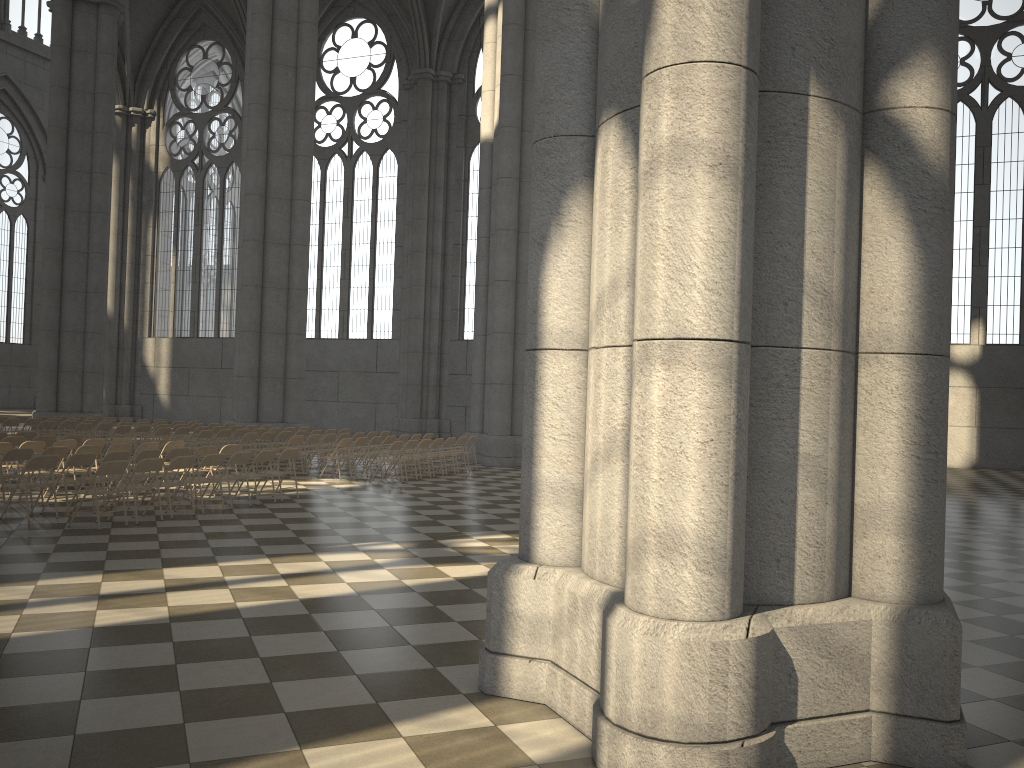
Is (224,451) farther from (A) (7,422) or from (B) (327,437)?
(A) (7,422)

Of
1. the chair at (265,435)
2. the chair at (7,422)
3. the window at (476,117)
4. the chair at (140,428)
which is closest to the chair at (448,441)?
the chair at (265,435)

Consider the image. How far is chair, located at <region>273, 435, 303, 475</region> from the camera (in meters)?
17.81

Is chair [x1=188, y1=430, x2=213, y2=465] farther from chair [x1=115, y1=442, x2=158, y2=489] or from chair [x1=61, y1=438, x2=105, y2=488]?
chair [x1=115, y1=442, x2=158, y2=489]

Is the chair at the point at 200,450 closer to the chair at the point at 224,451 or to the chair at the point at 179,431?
the chair at the point at 224,451

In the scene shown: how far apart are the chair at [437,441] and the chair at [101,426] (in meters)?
8.12

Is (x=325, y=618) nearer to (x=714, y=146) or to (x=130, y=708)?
(x=130, y=708)

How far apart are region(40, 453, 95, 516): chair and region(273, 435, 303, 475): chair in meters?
6.1

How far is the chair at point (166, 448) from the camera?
14.6 meters

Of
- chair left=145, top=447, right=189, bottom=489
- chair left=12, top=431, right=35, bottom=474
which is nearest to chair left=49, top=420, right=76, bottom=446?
chair left=12, top=431, right=35, bottom=474
